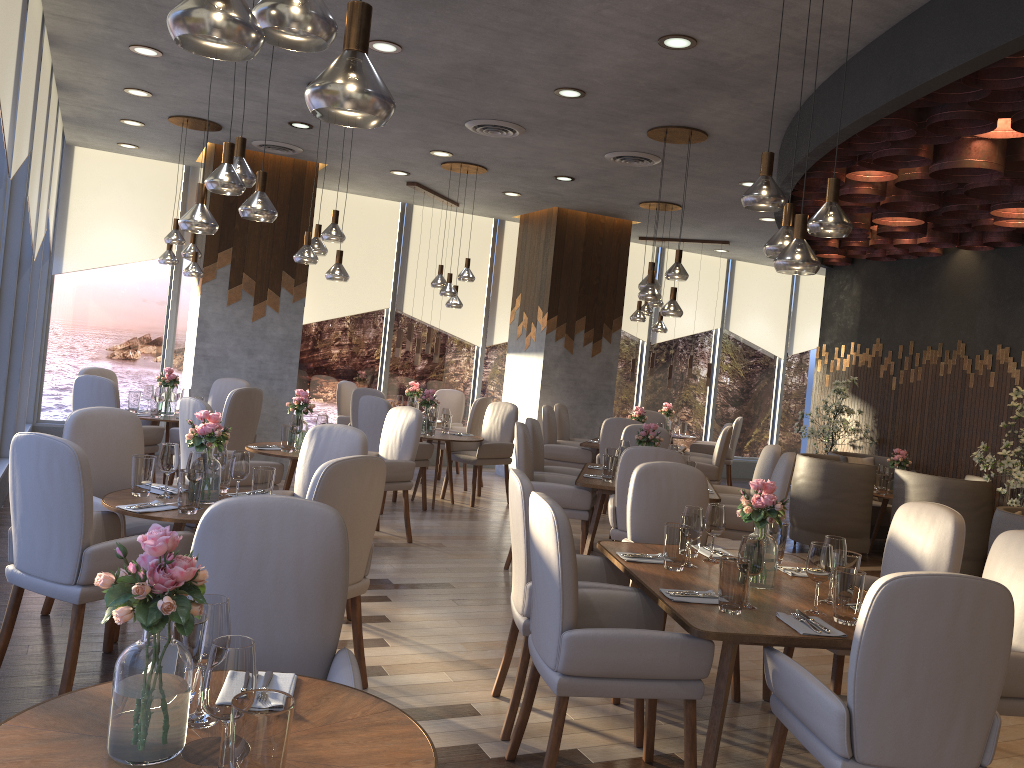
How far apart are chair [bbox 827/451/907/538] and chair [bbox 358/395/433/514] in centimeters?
392cm

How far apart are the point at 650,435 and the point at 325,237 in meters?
2.7 m

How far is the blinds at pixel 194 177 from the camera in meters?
9.7

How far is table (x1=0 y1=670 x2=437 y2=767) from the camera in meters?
1.6

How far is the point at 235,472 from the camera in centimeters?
396cm

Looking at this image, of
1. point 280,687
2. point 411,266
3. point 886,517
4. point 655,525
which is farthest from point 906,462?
point 280,687

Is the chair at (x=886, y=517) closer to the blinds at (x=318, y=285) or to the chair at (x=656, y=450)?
the chair at (x=656, y=450)

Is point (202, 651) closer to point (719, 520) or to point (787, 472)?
point (719, 520)

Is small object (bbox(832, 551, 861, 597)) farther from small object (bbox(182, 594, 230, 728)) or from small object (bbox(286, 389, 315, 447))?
small object (bbox(286, 389, 315, 447))

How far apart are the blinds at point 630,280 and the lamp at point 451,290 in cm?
432
